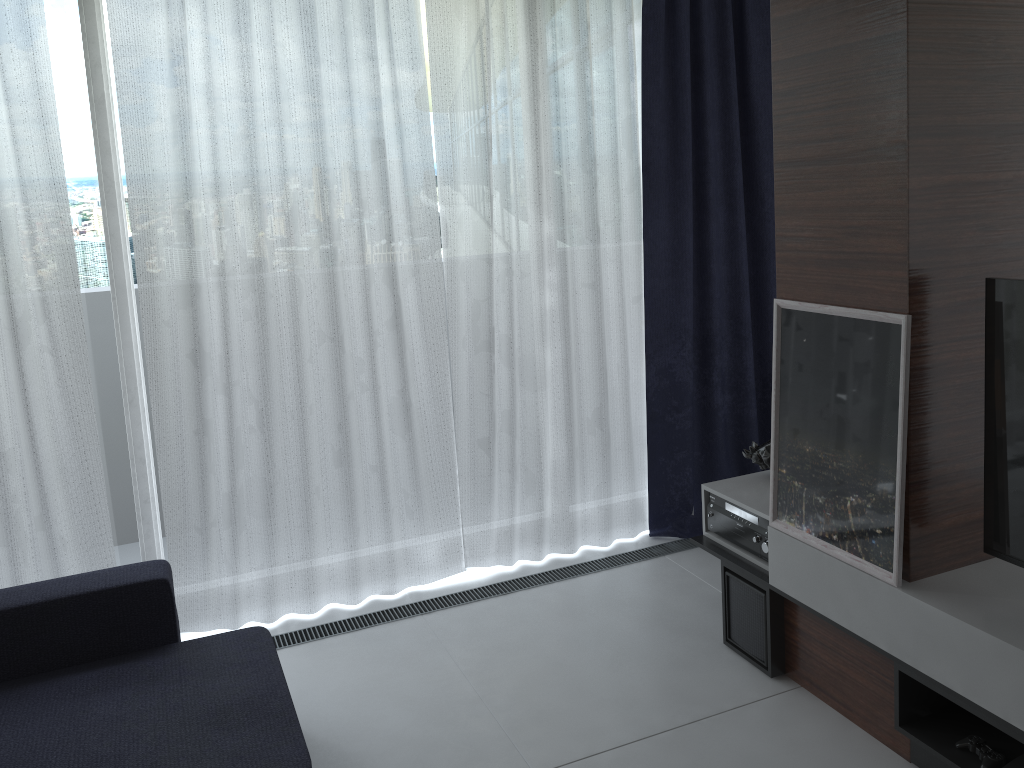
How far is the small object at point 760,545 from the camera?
2.91m

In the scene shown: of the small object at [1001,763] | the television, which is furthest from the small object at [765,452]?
the small object at [1001,763]

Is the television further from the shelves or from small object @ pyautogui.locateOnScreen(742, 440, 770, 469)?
small object @ pyautogui.locateOnScreen(742, 440, 770, 469)

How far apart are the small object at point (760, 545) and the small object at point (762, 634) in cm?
10

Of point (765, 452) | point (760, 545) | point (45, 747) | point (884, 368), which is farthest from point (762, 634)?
point (45, 747)

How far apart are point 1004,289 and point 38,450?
3.0 meters

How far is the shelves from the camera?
2.07m

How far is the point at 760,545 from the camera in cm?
291

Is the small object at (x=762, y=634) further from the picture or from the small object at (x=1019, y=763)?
the small object at (x=1019, y=763)

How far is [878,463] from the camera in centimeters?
233cm
